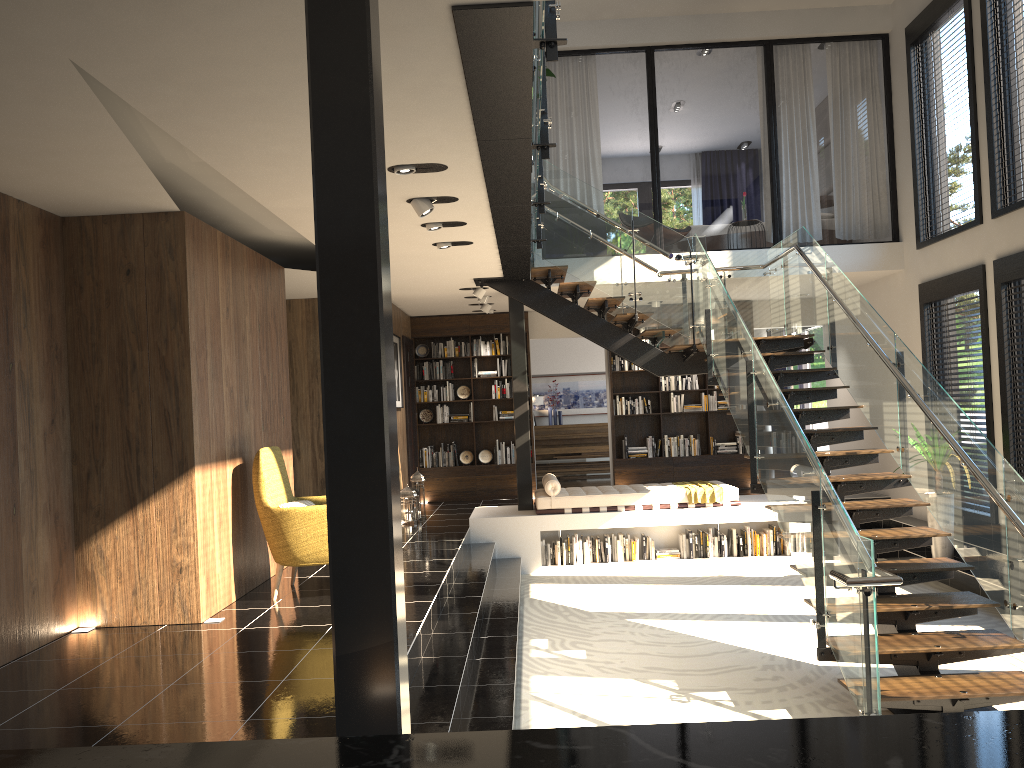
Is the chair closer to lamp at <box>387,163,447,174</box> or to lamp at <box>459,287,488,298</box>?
lamp at <box>387,163,447,174</box>

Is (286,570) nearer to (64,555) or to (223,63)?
(64,555)

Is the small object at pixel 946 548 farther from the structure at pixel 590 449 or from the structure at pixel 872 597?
the structure at pixel 590 449

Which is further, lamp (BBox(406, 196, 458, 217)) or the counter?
lamp (BBox(406, 196, 458, 217))

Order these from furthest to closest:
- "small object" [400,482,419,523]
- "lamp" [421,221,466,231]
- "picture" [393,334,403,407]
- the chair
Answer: "picture" [393,334,403,407], "small object" [400,482,419,523], "lamp" [421,221,466,231], the chair

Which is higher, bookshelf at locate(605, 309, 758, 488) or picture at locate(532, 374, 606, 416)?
picture at locate(532, 374, 606, 416)

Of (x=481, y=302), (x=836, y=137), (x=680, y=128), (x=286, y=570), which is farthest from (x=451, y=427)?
(x=836, y=137)

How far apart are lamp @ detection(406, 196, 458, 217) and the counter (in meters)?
5.24

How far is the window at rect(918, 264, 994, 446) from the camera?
8.5 meters

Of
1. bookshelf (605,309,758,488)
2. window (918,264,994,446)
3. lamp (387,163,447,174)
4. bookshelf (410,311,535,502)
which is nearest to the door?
bookshelf (410,311,535,502)
